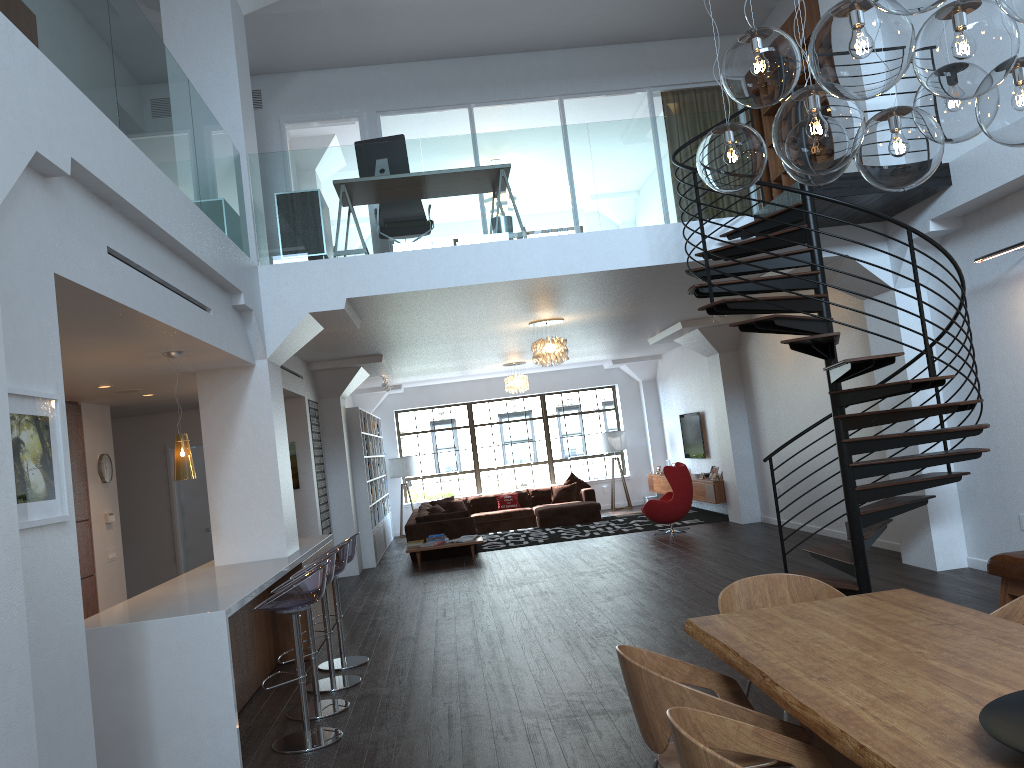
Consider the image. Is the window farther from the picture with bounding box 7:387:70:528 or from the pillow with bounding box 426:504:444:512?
the picture with bounding box 7:387:70:528

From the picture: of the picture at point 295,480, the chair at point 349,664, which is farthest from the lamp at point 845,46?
the picture at point 295,480

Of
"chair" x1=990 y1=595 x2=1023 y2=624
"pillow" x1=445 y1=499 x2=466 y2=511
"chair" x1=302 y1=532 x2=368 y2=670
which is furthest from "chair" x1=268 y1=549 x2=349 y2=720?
"pillow" x1=445 y1=499 x2=466 y2=511

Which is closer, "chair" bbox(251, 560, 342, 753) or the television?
"chair" bbox(251, 560, 342, 753)

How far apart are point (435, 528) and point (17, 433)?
10.4m

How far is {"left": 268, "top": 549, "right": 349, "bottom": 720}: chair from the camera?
5.7 meters

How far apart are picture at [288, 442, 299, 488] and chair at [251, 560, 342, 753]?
6.03m

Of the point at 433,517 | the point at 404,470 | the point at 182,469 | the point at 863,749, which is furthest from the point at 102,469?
the point at 404,470

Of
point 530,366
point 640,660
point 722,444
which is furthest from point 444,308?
point 530,366

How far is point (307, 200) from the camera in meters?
7.7
